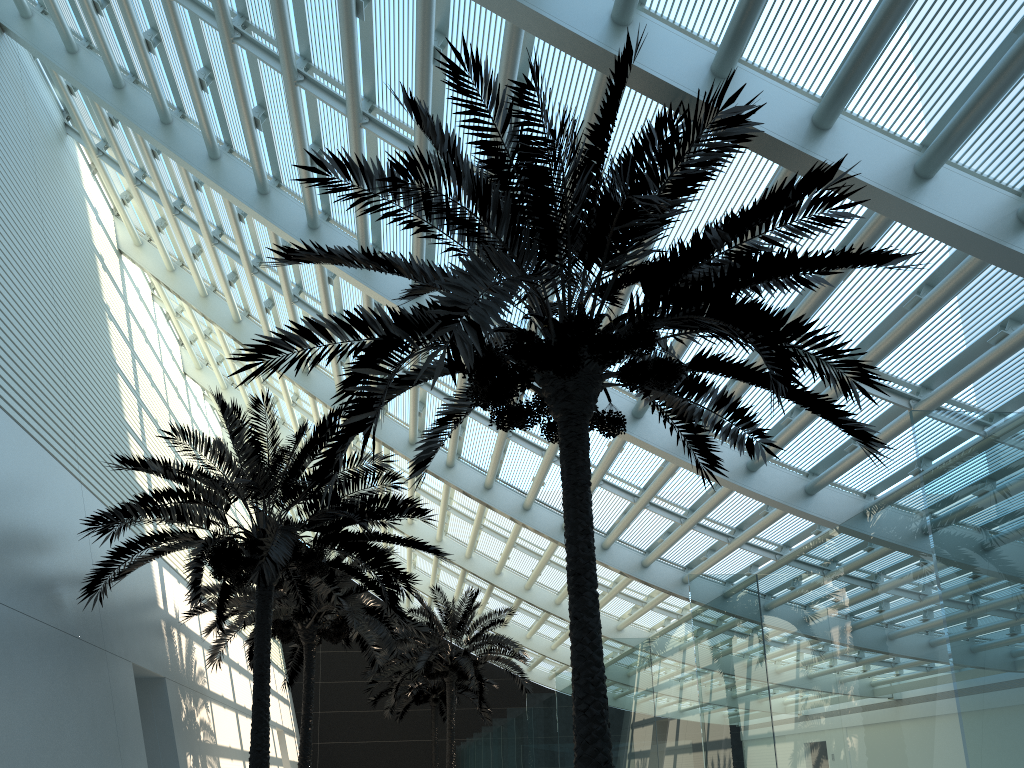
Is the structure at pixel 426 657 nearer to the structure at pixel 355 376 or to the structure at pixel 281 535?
the structure at pixel 281 535

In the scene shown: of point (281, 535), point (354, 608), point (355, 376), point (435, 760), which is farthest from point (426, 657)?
point (355, 376)

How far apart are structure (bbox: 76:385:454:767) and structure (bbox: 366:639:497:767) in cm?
1673

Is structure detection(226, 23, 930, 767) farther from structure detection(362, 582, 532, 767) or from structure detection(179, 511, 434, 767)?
structure detection(362, 582, 532, 767)

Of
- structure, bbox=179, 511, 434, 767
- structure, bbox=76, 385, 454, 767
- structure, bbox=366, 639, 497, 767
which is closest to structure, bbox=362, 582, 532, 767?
structure, bbox=179, 511, 434, 767

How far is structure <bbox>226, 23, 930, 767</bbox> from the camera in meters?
5.8

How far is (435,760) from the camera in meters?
30.8 m

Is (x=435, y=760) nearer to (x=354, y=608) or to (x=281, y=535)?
(x=354, y=608)

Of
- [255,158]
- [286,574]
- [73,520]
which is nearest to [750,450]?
[286,574]

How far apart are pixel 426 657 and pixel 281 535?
13.1m
